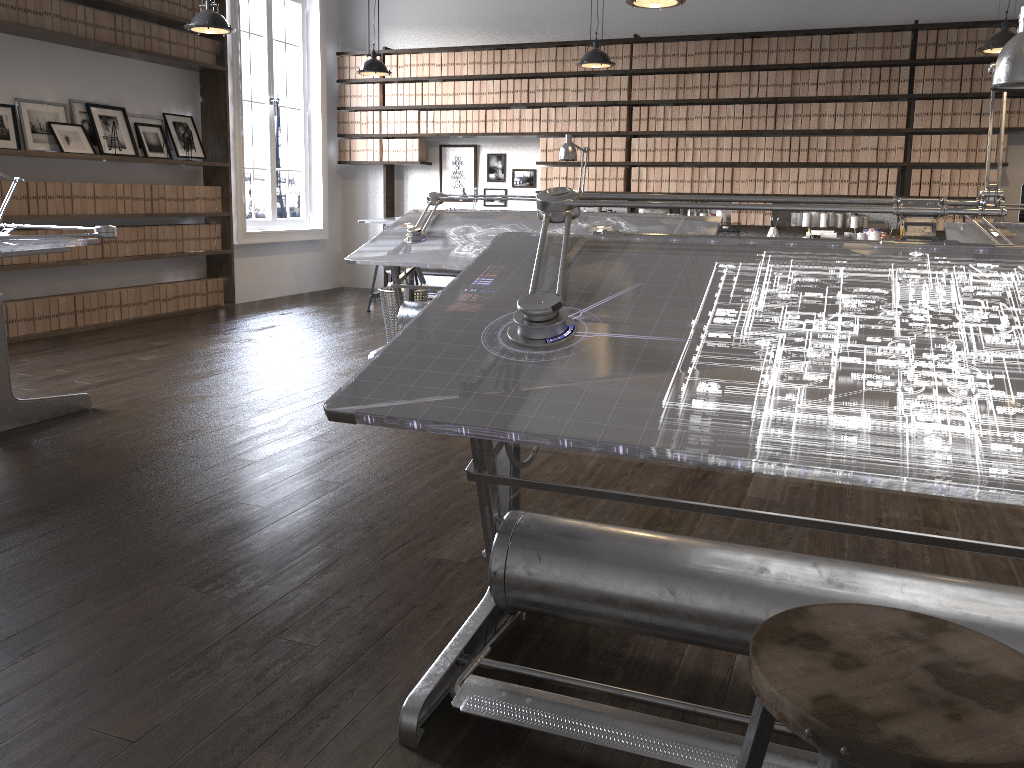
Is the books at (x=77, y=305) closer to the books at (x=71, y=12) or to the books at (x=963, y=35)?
the books at (x=71, y=12)

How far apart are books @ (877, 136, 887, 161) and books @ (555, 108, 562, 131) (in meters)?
2.80

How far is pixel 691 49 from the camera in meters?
7.7

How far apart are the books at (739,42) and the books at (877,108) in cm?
119

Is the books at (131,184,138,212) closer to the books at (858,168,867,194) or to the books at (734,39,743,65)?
the books at (734,39,743,65)

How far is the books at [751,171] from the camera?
7.68m

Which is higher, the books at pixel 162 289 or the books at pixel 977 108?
the books at pixel 977 108

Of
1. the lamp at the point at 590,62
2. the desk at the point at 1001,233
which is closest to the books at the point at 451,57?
the lamp at the point at 590,62

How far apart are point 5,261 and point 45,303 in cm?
42

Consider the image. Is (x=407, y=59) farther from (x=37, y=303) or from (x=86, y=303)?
(x=37, y=303)
